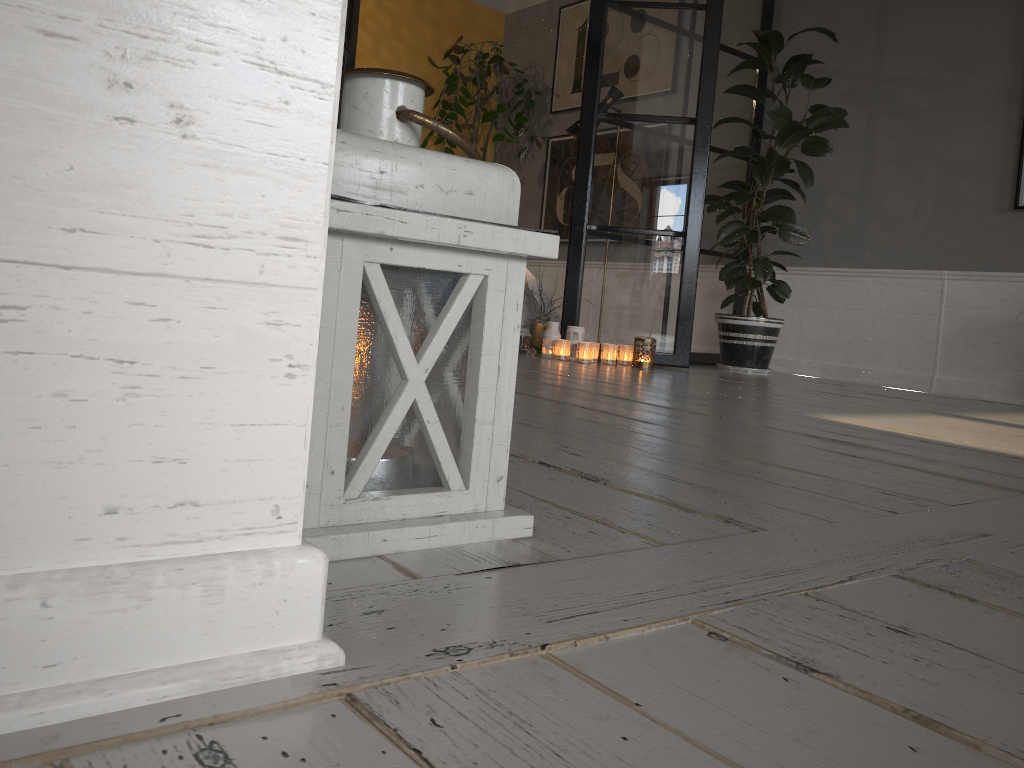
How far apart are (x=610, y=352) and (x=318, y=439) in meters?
3.4

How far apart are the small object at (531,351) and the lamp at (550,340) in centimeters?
10cm

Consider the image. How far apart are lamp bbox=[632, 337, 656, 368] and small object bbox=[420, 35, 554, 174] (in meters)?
2.53

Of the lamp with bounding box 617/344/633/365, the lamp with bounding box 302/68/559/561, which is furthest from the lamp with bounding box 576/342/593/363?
the lamp with bounding box 302/68/559/561

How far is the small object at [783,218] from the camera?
4.2 meters

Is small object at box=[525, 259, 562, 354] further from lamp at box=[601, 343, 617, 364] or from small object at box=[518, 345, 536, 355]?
lamp at box=[601, 343, 617, 364]

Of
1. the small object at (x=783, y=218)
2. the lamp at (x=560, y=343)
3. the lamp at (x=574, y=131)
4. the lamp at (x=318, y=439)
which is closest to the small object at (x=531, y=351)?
the lamp at (x=560, y=343)

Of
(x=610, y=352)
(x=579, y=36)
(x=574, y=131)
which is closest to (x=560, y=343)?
(x=610, y=352)

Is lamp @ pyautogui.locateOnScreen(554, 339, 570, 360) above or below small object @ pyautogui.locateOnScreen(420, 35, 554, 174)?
below

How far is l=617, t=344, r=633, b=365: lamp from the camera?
4.2 meters
